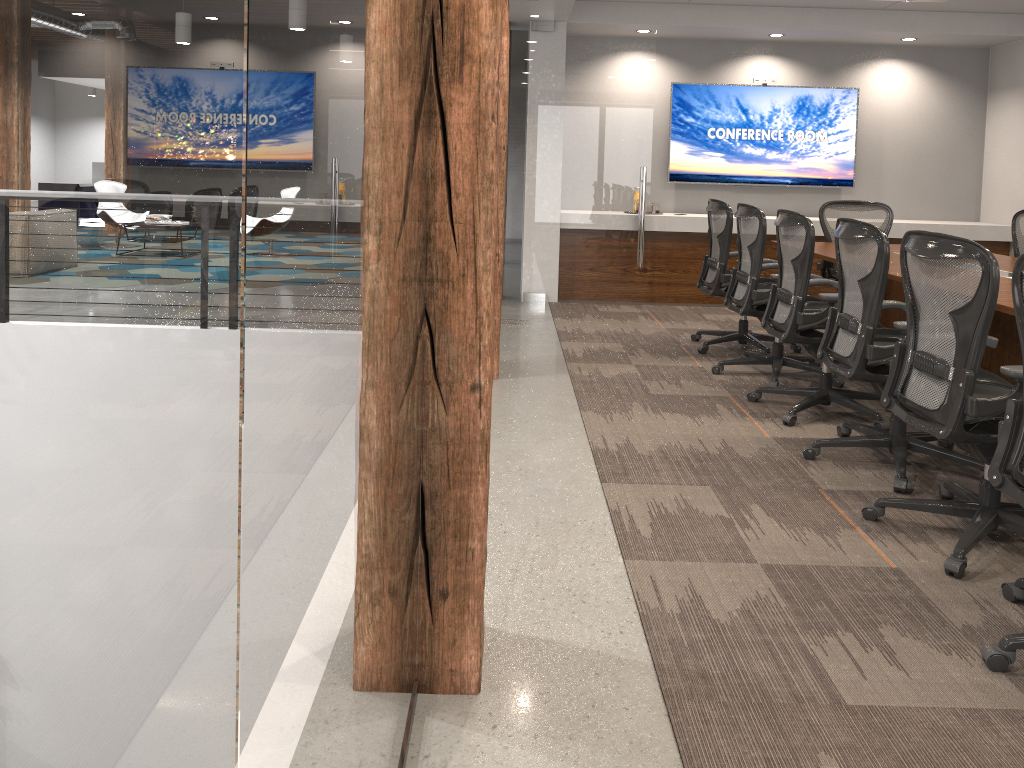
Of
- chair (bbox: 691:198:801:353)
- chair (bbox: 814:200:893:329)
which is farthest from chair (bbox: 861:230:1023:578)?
chair (bbox: 814:200:893:329)

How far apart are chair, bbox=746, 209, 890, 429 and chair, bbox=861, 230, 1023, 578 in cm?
90

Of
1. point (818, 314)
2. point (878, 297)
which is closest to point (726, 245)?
point (818, 314)

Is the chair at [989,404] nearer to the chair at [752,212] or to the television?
the chair at [752,212]

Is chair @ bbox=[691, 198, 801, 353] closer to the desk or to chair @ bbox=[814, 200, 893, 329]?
the desk

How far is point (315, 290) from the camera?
0.85m

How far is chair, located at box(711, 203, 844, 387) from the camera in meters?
5.2 m

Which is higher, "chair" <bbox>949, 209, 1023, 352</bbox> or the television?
the television

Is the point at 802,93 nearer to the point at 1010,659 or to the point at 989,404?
the point at 989,404

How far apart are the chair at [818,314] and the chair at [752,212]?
0.2 meters
